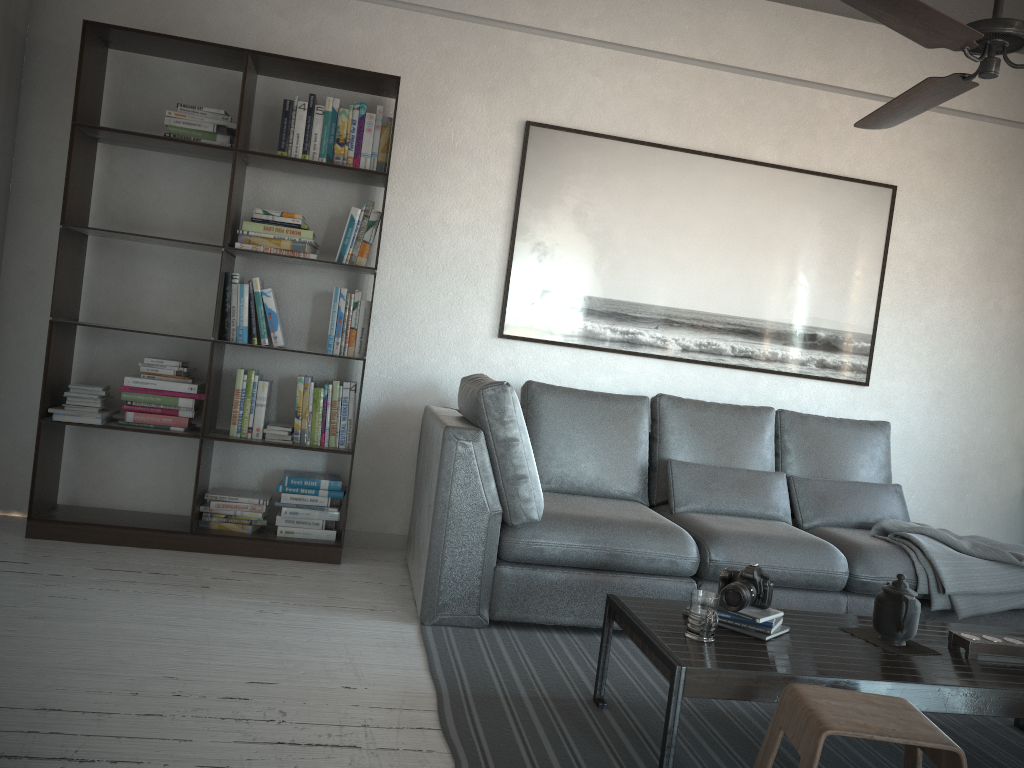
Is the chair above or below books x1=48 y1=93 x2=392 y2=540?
below

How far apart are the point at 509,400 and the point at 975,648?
1.6 meters

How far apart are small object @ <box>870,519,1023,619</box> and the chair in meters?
1.6

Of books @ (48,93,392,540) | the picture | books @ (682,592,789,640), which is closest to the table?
books @ (682,592,789,640)

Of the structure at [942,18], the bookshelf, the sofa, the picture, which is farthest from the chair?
the picture

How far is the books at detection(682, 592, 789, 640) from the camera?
2.4m

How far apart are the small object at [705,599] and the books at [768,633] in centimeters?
11cm

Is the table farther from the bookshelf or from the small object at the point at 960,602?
the bookshelf

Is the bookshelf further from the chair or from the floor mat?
the chair

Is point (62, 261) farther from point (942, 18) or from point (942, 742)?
point (942, 742)
